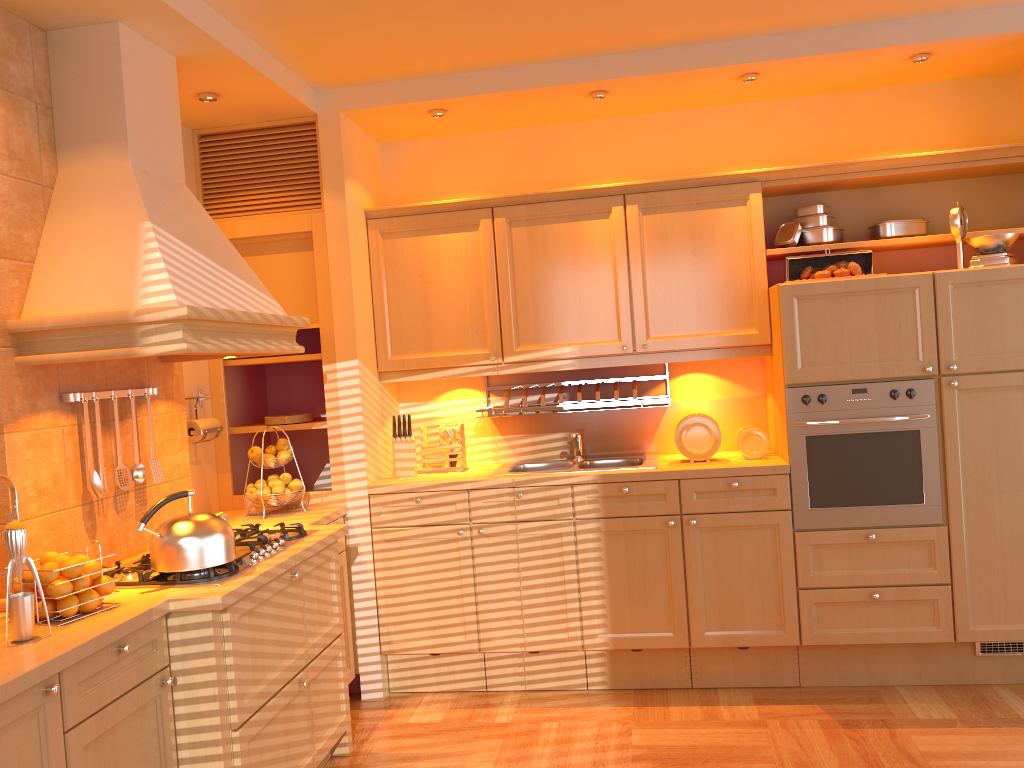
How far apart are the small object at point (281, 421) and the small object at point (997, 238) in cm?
293

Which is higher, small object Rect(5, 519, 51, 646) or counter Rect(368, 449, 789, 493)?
small object Rect(5, 519, 51, 646)

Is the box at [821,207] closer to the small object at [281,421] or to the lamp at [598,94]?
the lamp at [598,94]

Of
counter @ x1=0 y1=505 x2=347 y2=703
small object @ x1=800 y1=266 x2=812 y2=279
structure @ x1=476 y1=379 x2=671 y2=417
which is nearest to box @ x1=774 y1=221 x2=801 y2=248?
small object @ x1=800 y1=266 x2=812 y2=279

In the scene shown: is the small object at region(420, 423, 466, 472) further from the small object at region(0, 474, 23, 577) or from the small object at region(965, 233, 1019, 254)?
the small object at region(965, 233, 1019, 254)

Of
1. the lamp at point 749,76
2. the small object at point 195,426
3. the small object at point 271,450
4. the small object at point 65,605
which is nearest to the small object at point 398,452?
the small object at point 271,450

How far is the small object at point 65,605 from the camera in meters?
2.2 m

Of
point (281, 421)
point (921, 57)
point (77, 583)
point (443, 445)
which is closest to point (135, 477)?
point (77, 583)

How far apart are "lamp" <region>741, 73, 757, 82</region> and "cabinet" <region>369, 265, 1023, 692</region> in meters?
0.9

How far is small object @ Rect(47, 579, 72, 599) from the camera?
2.2 meters
